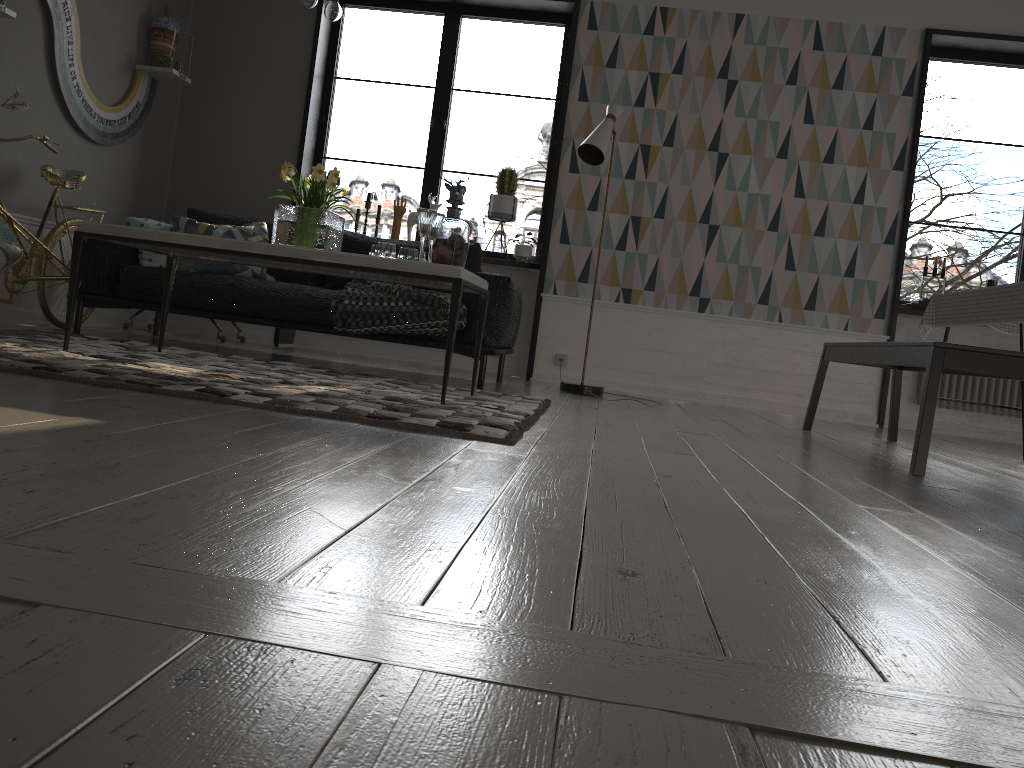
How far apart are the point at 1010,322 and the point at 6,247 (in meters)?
4.29

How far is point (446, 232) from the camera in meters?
3.6 m

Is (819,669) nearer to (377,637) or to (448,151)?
(377,637)

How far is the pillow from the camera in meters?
4.7 m

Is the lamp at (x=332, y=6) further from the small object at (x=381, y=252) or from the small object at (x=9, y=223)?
the small object at (x=9, y=223)

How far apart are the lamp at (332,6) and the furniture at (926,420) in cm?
253

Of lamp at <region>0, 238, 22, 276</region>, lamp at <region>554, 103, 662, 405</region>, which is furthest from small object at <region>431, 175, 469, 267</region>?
lamp at <region>0, 238, 22, 276</region>

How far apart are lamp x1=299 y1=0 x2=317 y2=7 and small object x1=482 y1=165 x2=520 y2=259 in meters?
2.6

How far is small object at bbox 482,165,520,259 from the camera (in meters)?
5.94

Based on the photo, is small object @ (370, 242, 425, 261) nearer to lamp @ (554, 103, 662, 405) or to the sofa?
the sofa
